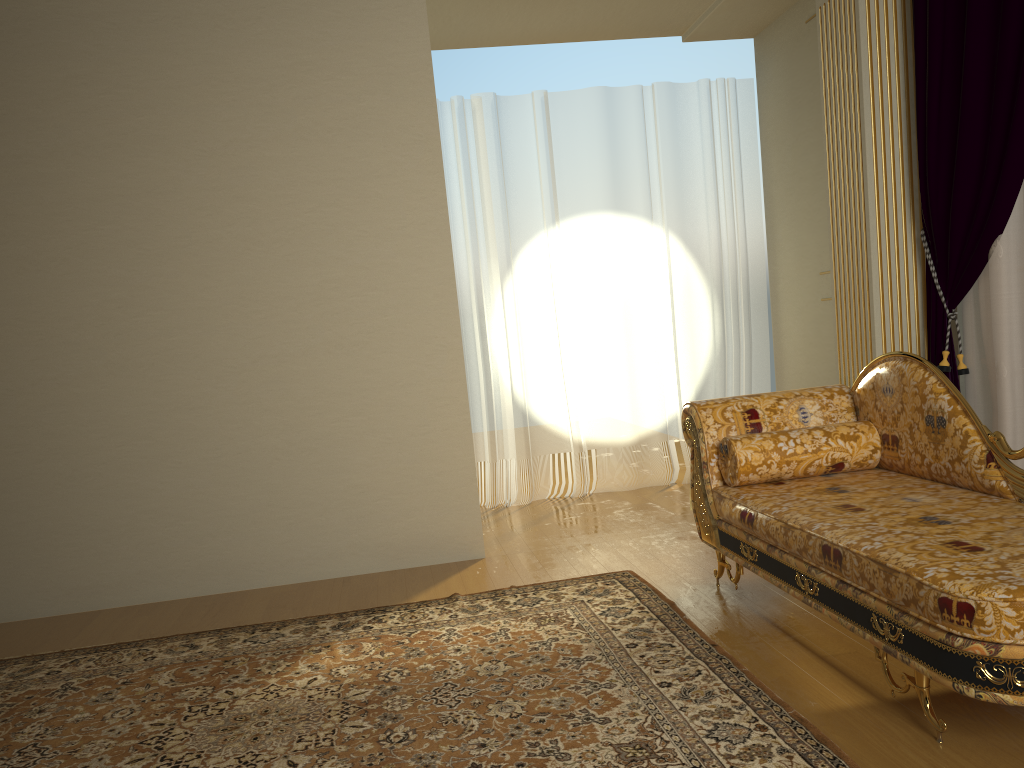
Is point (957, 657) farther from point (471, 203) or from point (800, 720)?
point (471, 203)

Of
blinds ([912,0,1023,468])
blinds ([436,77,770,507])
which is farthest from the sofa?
blinds ([436,77,770,507])

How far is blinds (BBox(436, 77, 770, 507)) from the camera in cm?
543

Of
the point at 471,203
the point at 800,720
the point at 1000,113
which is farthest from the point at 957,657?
the point at 471,203

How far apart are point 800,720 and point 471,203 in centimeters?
388cm

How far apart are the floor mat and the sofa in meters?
0.2 m

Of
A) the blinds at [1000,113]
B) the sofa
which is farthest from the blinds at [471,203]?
the sofa

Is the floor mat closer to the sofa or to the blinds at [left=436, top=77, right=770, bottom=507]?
the sofa

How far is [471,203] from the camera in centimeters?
543cm

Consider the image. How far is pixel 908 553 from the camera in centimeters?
215cm
